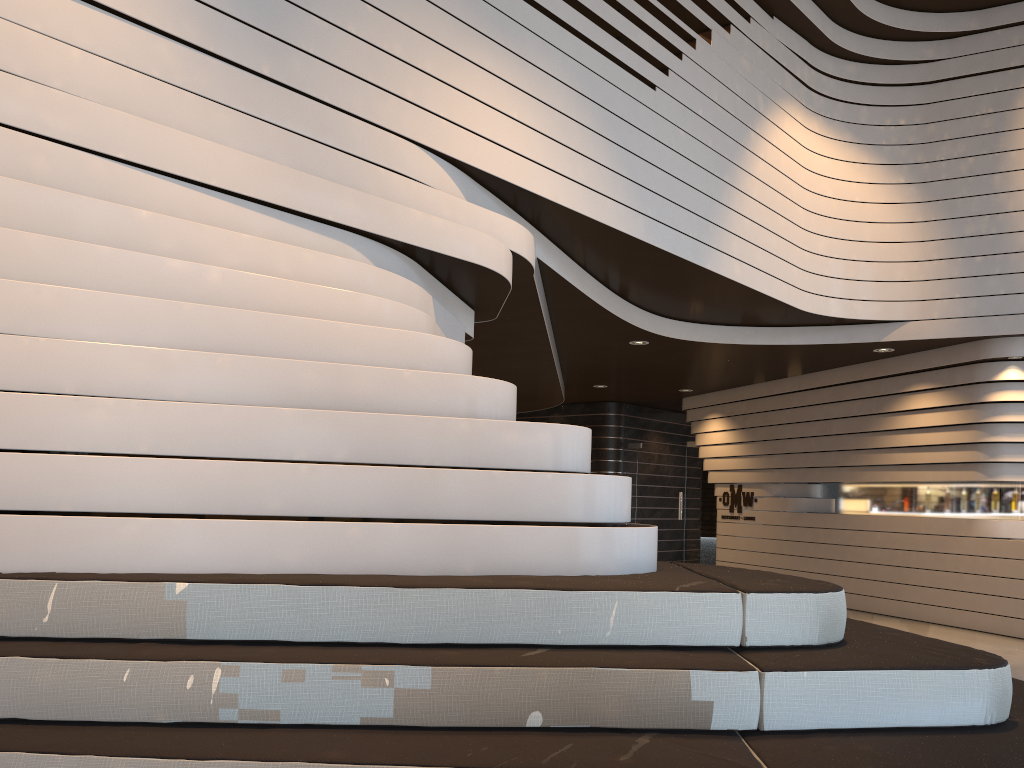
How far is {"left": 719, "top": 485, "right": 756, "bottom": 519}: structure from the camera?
11.6m

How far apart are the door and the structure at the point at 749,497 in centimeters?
74cm

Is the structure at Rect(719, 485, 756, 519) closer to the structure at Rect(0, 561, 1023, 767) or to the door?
the door

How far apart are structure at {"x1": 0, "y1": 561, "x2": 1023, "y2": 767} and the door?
9.5m

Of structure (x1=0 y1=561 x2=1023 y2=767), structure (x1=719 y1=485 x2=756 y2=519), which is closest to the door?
structure (x1=719 y1=485 x2=756 y2=519)

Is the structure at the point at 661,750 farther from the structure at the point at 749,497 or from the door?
the door

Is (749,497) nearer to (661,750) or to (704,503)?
(704,503)

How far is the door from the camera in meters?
12.7 m

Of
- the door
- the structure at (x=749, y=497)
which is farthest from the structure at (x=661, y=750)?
the door

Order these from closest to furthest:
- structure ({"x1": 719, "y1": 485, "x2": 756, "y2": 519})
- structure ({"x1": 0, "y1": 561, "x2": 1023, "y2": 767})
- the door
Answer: structure ({"x1": 0, "y1": 561, "x2": 1023, "y2": 767}) → structure ({"x1": 719, "y1": 485, "x2": 756, "y2": 519}) → the door
